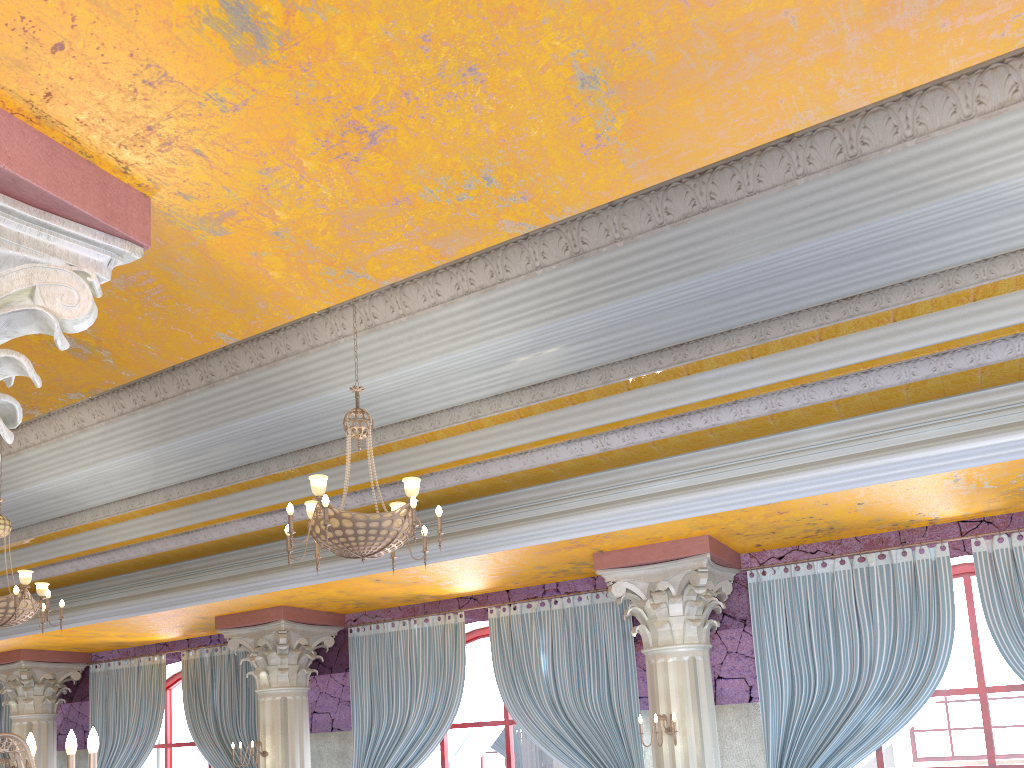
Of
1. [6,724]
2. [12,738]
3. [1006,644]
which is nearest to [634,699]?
[1006,644]

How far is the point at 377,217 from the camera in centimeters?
275cm

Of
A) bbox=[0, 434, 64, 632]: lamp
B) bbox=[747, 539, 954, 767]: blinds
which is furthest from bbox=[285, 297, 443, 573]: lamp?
bbox=[747, 539, 954, 767]: blinds

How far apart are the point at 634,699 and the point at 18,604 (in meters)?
5.36

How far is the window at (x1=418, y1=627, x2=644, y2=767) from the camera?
9.0m

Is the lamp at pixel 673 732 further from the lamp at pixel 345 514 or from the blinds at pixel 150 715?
the blinds at pixel 150 715

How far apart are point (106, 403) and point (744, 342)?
5.7 meters

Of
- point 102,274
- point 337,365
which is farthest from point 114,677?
point 102,274

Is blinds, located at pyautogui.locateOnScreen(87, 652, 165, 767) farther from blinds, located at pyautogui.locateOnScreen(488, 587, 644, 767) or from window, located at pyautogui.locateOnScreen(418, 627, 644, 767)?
blinds, located at pyautogui.locateOnScreen(488, 587, 644, 767)

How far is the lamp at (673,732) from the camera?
6.7 meters
